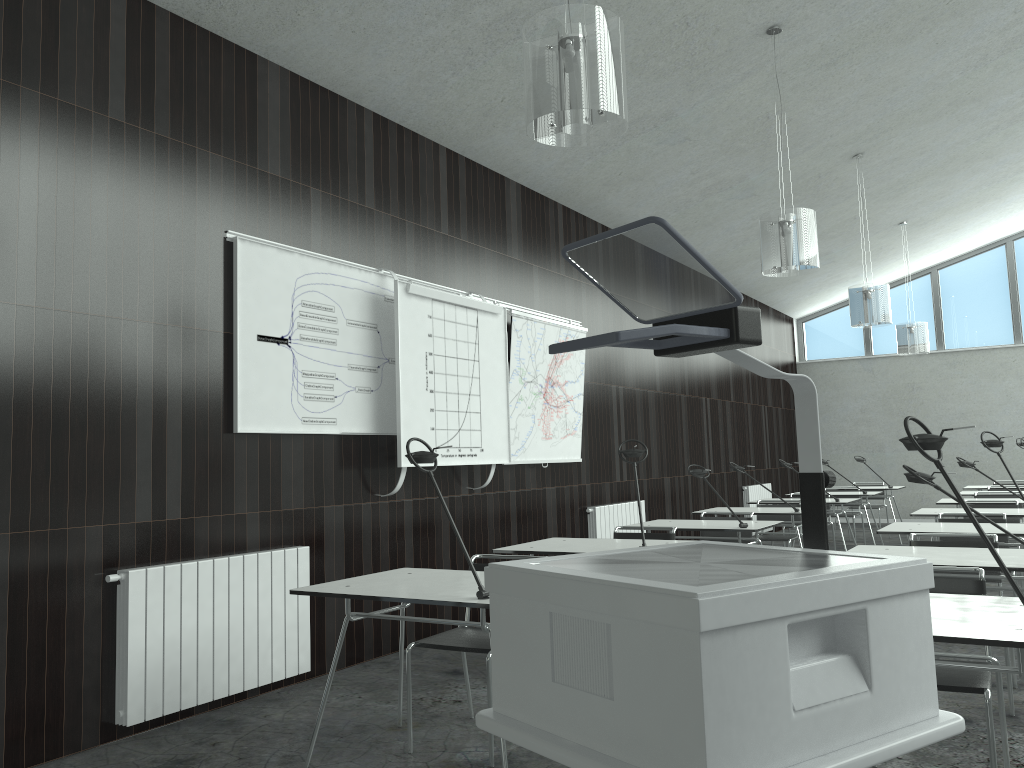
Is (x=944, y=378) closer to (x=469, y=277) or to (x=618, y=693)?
(x=469, y=277)

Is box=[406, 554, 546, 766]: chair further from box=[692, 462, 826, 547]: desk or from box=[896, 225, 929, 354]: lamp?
box=[896, 225, 929, 354]: lamp

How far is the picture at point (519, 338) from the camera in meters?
6.4

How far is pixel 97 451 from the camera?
3.7m

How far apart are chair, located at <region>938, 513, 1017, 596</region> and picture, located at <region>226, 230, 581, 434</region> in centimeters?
376cm

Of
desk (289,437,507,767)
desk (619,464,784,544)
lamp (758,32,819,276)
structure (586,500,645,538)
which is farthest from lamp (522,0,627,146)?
structure (586,500,645,538)

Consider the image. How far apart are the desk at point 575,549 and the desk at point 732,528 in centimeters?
93cm

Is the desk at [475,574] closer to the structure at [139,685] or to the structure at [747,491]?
the structure at [139,685]

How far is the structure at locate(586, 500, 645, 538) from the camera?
7.4m

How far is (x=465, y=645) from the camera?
3.4m
